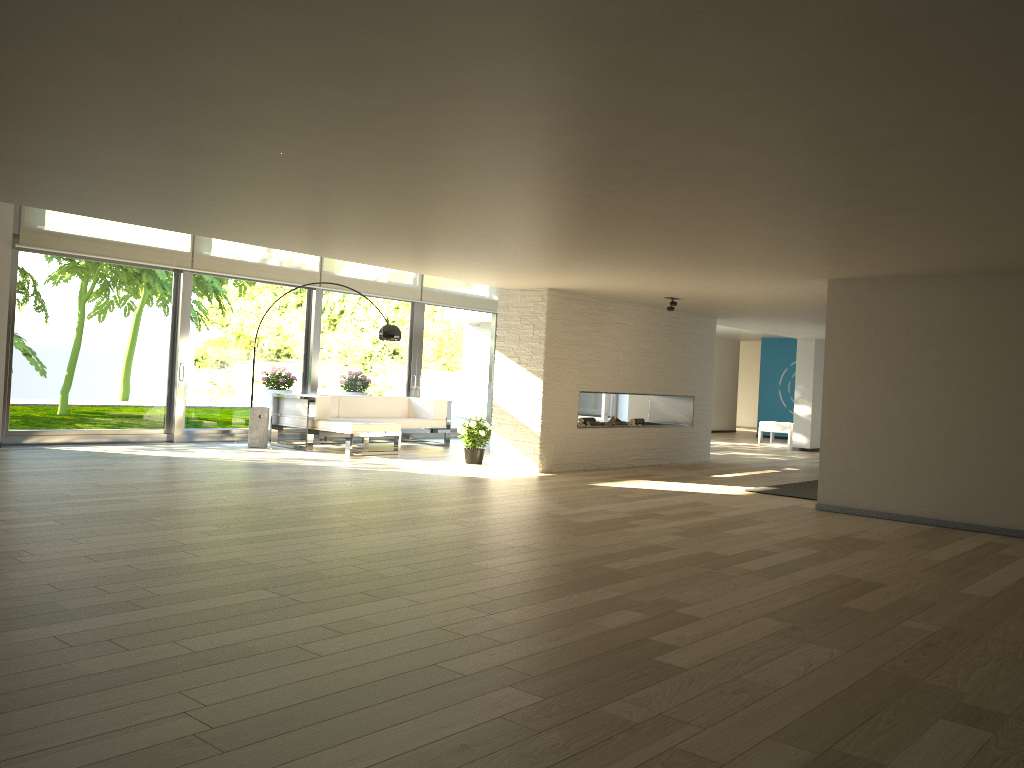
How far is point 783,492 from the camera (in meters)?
8.59

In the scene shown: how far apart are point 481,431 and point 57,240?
5.0 meters

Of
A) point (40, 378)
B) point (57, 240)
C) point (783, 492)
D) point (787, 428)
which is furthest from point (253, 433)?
point (787, 428)

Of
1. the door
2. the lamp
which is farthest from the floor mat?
the door

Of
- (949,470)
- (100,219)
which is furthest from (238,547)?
(100,219)

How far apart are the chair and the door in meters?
3.0

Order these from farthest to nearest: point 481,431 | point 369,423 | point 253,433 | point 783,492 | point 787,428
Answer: point 787,428 < point 253,433 < point 369,423 < point 481,431 < point 783,492

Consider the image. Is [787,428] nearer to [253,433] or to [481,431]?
[481,431]

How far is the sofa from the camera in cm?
1041

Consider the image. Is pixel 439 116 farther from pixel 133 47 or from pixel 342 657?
pixel 342 657
